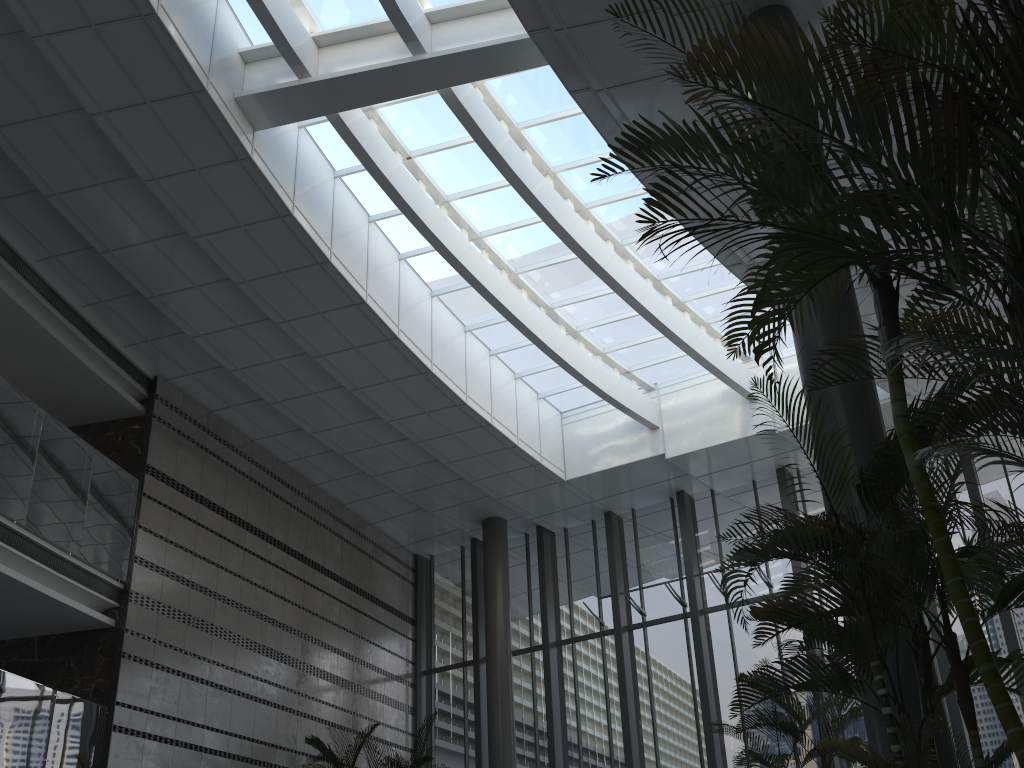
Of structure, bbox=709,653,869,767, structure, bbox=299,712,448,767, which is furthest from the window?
structure, bbox=709,653,869,767

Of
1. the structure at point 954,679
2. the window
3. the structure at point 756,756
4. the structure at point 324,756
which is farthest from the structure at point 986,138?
the structure at point 324,756

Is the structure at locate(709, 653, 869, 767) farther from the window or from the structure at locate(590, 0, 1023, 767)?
the window

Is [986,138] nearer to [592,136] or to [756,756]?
[756,756]

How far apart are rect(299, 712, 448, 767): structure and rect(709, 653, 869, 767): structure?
5.55m

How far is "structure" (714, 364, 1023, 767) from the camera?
3.2 meters

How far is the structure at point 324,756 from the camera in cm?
1065

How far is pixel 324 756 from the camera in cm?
1065

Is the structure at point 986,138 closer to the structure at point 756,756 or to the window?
the structure at point 756,756

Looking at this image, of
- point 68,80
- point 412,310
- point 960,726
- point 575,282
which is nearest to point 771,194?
point 68,80
